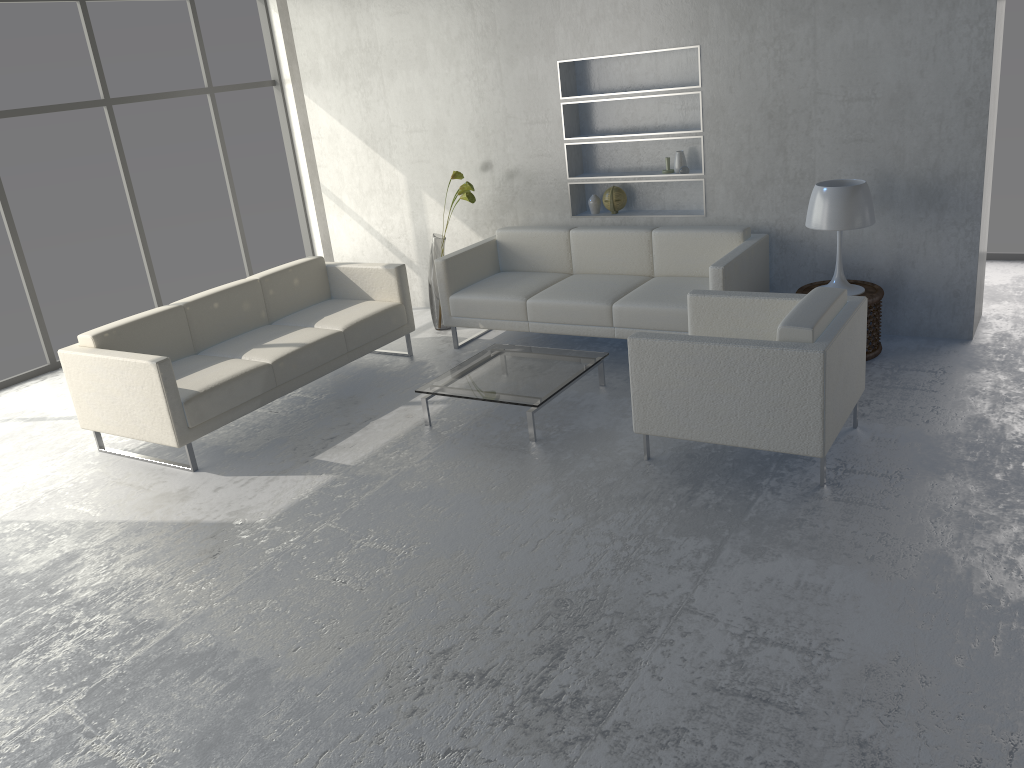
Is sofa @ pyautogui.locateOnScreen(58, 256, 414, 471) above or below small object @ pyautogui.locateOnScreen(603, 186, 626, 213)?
below

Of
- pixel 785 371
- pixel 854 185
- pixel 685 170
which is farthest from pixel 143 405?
pixel 854 185

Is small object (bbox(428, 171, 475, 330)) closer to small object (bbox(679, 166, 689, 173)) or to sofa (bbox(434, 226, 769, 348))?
sofa (bbox(434, 226, 769, 348))

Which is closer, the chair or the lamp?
the chair

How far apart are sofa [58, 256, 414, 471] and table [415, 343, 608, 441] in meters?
0.8

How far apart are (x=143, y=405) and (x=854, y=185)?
3.7 meters

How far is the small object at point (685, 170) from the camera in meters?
5.4 m

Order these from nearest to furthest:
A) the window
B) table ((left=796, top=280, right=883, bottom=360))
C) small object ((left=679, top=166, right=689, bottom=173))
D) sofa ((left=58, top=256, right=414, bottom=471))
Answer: sofa ((left=58, top=256, right=414, bottom=471)), table ((left=796, top=280, right=883, bottom=360)), small object ((left=679, top=166, right=689, bottom=173)), the window

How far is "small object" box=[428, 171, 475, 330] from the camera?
5.9m

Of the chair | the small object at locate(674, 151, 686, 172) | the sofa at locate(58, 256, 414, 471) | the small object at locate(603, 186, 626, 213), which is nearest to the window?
the sofa at locate(58, 256, 414, 471)
